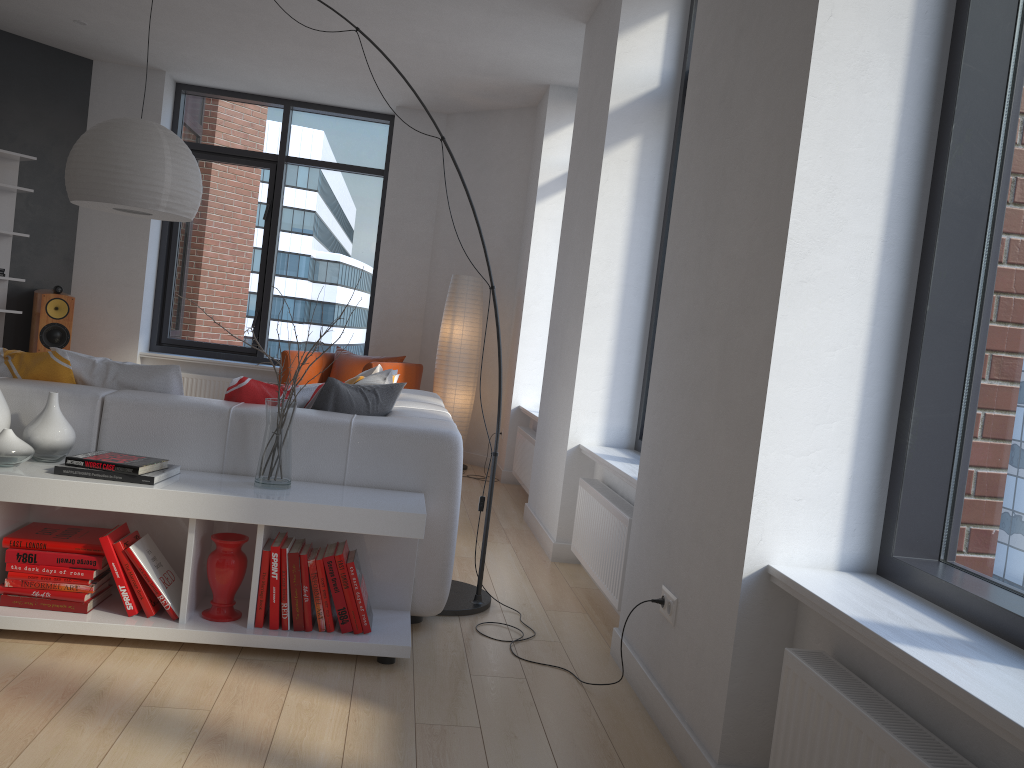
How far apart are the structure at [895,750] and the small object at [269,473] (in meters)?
1.65

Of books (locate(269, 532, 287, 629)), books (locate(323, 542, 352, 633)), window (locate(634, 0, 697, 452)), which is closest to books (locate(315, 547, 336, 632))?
books (locate(323, 542, 352, 633))

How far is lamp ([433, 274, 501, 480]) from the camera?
7.00m

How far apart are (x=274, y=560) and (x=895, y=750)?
1.9 meters

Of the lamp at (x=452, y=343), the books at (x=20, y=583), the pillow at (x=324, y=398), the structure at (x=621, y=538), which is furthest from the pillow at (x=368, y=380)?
the lamp at (x=452, y=343)

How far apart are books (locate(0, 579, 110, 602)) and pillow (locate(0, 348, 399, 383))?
0.8 meters

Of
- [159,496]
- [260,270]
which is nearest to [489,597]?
[159,496]

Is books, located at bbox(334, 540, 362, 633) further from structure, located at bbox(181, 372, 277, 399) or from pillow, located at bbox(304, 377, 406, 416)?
structure, located at bbox(181, 372, 277, 399)

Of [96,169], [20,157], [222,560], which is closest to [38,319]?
[20,157]

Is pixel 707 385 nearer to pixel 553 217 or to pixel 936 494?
pixel 936 494
